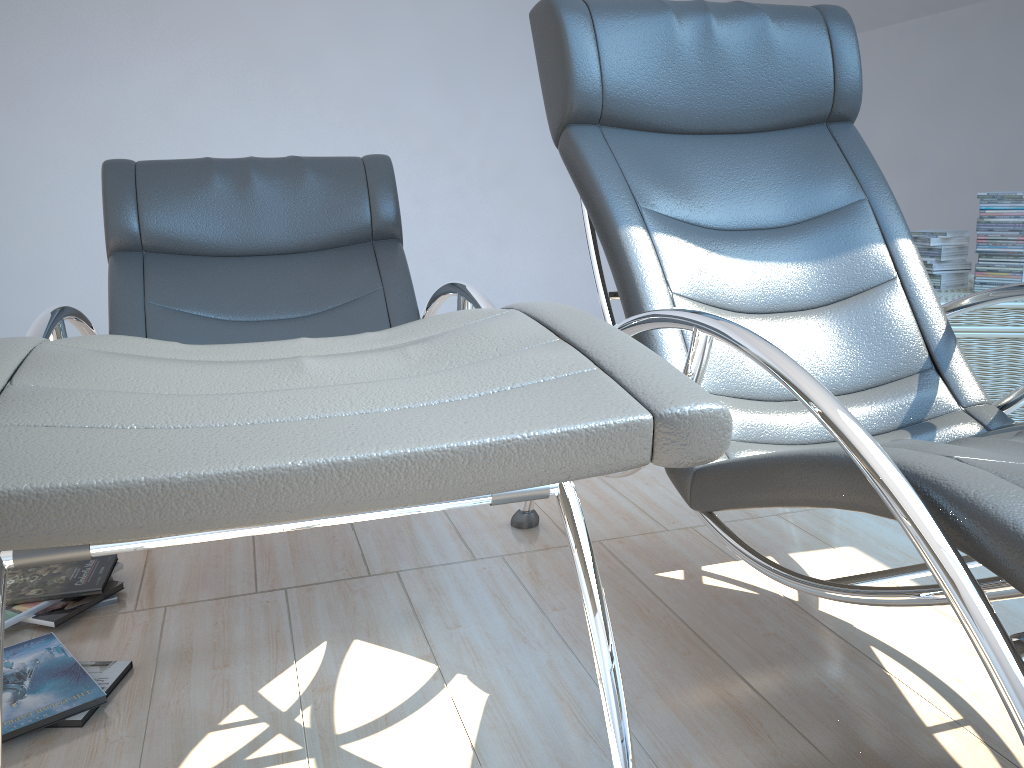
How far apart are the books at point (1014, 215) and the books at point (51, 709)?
2.4m

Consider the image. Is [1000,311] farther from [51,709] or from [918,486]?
[51,709]

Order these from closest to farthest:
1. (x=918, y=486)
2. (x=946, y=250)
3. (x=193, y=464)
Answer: (x=193, y=464)
(x=918, y=486)
(x=946, y=250)

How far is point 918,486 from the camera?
0.9 meters

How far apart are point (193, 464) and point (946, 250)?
2.6 meters

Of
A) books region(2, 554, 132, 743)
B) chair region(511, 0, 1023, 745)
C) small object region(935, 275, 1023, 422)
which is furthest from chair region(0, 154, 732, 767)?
small object region(935, 275, 1023, 422)

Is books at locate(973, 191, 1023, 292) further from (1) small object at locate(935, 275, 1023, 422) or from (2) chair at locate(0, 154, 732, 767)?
(2) chair at locate(0, 154, 732, 767)

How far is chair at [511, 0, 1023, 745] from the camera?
0.9 meters

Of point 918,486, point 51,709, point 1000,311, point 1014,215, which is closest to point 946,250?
point 1014,215

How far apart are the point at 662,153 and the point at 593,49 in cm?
26
